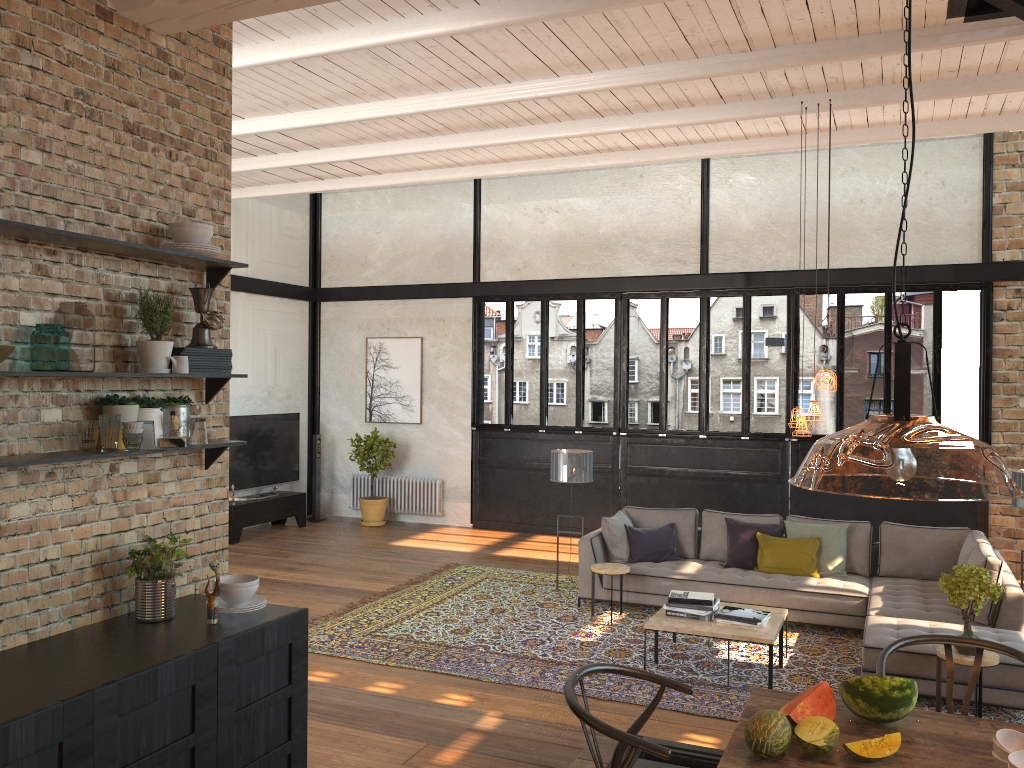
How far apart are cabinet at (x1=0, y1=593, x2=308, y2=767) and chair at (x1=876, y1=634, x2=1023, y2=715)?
2.2 meters

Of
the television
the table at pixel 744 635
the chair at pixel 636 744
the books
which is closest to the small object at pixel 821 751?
the chair at pixel 636 744

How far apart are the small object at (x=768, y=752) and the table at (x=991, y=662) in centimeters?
344cm

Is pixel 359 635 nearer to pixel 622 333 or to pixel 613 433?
pixel 613 433

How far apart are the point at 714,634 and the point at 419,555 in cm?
517

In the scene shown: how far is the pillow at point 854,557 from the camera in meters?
8.0 m

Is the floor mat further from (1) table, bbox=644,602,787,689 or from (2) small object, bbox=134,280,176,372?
(2) small object, bbox=134,280,176,372

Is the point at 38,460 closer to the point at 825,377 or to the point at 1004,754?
the point at 1004,754

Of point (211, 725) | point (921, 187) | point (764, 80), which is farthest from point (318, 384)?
point (211, 725)

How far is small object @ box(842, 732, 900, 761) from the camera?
2.5 meters
